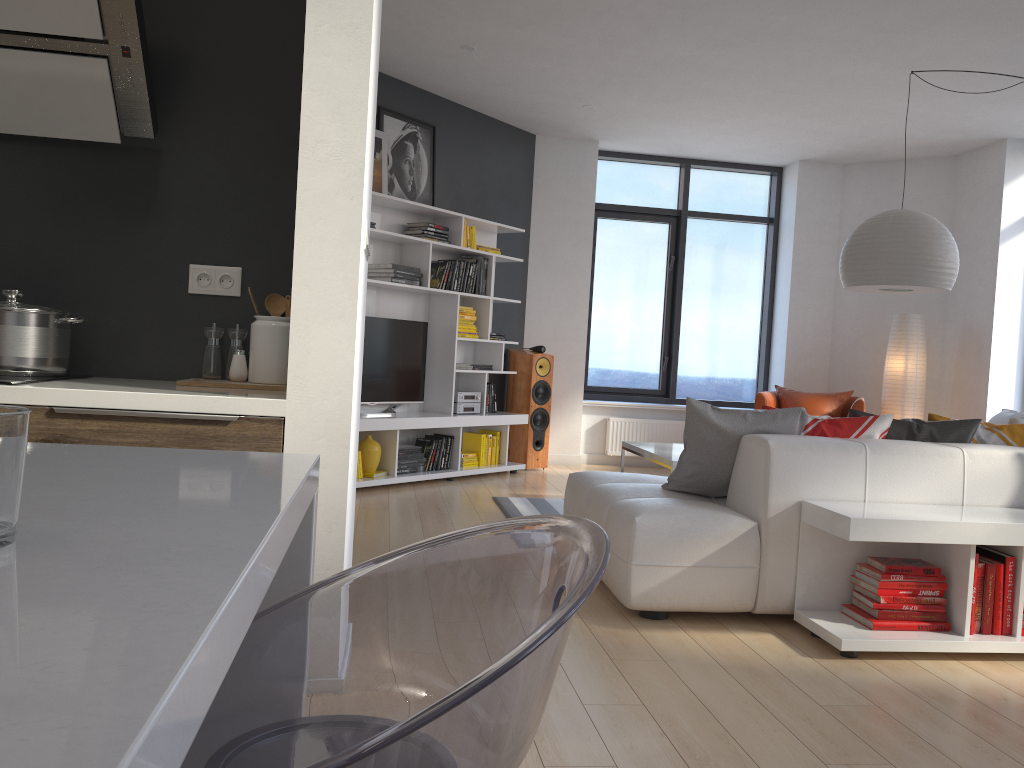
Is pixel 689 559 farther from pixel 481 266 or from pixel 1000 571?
pixel 481 266

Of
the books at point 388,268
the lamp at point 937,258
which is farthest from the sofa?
the books at point 388,268

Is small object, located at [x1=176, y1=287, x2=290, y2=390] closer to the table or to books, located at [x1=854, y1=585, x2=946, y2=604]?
books, located at [x1=854, y1=585, x2=946, y2=604]

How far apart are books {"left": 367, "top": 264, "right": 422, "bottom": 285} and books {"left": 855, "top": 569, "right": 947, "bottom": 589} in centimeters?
396cm

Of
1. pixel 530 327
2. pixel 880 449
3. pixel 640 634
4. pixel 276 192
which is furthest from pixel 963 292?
pixel 276 192

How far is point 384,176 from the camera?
6.51m

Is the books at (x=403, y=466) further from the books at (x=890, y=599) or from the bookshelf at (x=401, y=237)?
the books at (x=890, y=599)

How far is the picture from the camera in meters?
6.5 m

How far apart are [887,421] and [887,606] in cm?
85

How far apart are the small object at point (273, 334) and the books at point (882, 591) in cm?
222
